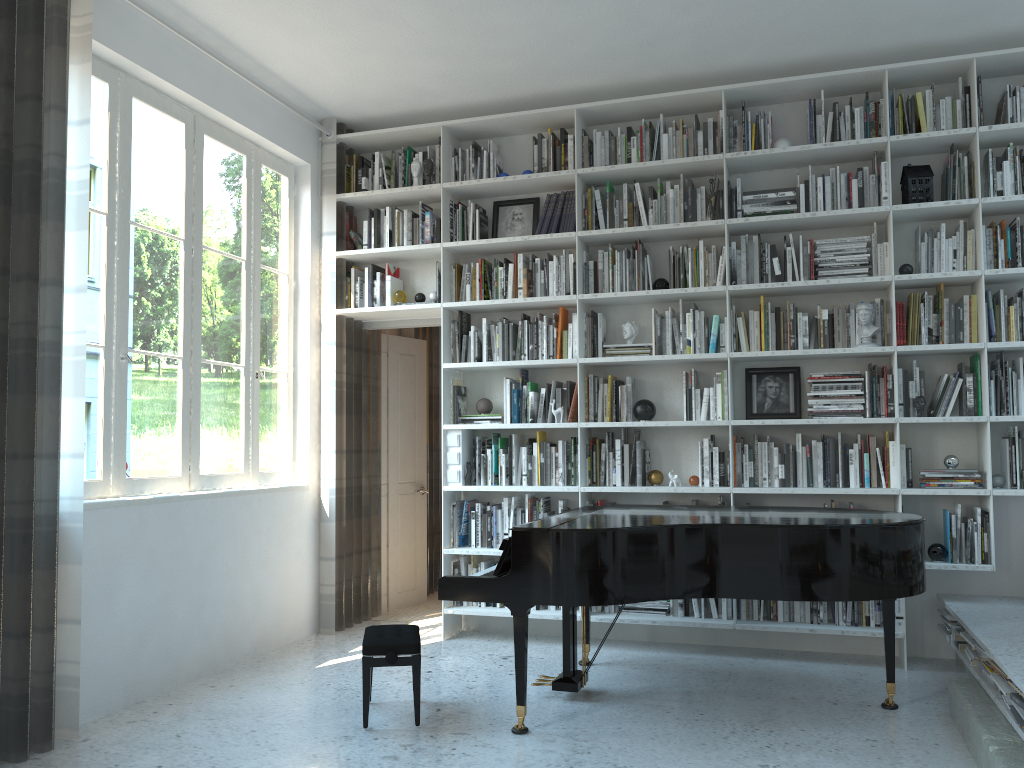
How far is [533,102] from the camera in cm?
542

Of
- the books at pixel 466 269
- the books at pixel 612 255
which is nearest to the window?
the books at pixel 466 269

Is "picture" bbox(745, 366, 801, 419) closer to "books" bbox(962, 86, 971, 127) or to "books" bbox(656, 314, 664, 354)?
"books" bbox(656, 314, 664, 354)

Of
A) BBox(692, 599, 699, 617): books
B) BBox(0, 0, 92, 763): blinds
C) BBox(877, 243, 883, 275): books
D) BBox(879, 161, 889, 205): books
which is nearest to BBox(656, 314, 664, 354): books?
BBox(877, 243, 883, 275): books

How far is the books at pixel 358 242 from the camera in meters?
5.7

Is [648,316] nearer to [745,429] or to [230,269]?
[745,429]

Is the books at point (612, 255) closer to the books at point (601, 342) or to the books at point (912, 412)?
the books at point (601, 342)

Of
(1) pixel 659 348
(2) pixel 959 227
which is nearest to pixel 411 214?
(1) pixel 659 348

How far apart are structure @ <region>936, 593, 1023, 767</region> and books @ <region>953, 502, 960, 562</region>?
0.4 meters

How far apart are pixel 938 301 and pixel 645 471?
1.8m
